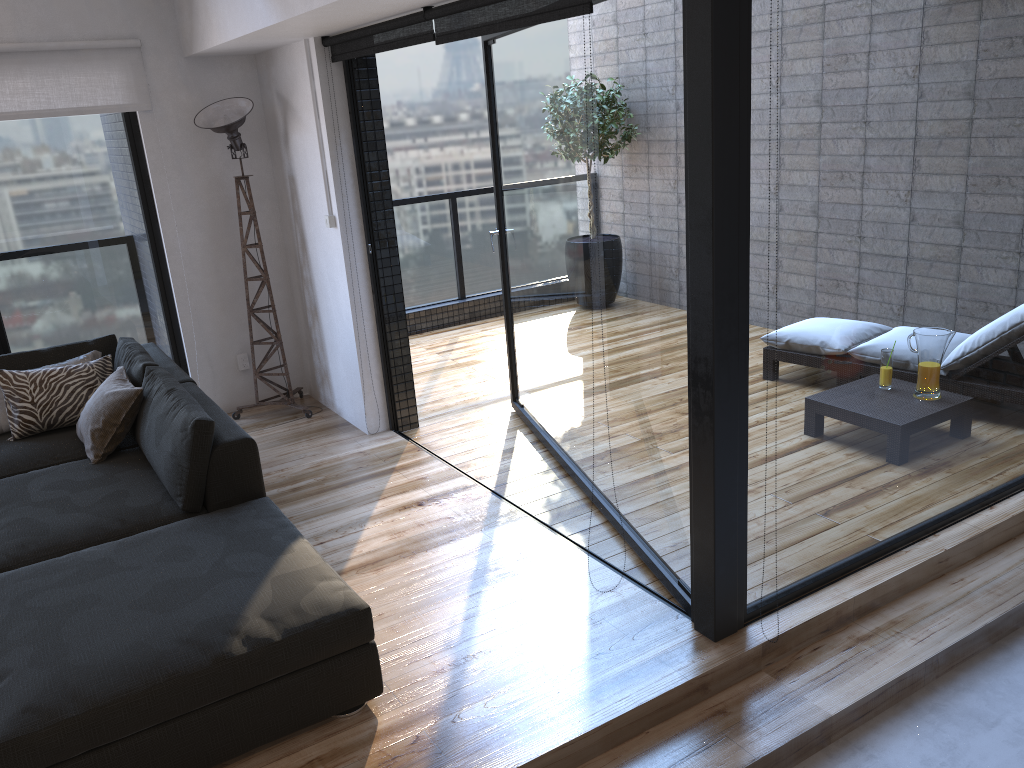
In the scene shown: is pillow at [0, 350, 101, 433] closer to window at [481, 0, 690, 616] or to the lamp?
the lamp

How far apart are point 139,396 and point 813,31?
2.95m

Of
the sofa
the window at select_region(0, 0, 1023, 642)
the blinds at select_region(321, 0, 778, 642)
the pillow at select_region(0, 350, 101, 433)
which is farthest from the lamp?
the pillow at select_region(0, 350, 101, 433)

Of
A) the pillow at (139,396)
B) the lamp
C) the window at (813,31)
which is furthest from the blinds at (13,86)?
the pillow at (139,396)

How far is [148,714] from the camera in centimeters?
226cm

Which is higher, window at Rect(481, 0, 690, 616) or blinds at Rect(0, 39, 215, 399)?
blinds at Rect(0, 39, 215, 399)

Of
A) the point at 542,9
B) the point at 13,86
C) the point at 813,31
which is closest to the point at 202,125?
the point at 13,86

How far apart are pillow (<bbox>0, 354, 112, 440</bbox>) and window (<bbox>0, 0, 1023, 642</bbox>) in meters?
0.8 m

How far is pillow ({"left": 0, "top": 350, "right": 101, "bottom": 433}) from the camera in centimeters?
416cm

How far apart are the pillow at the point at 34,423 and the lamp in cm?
98
